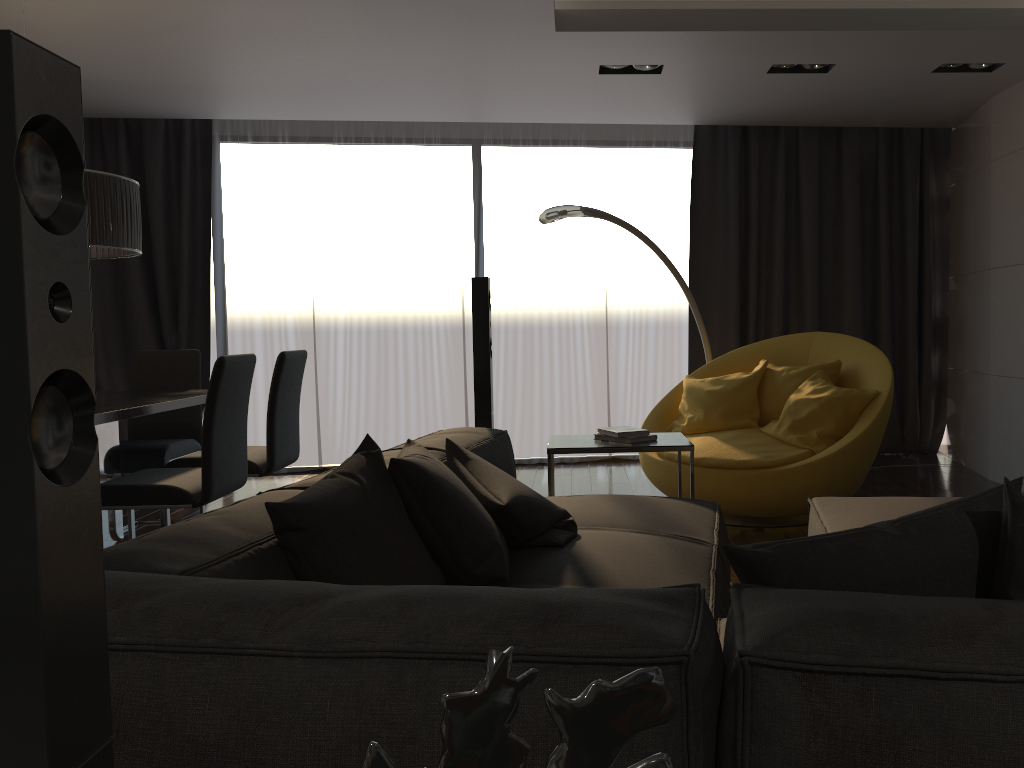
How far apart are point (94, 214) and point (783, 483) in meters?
3.3 m

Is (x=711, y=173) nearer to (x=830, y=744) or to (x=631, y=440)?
(x=631, y=440)

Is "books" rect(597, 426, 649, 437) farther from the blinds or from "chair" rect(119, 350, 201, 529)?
the blinds

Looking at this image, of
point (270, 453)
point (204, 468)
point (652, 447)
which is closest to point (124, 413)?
point (204, 468)

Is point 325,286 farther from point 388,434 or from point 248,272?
point 388,434

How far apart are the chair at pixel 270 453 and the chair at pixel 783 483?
1.9m

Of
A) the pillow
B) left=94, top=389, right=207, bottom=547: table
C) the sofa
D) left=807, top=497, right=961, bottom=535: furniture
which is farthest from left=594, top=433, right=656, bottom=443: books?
left=94, top=389, right=207, bottom=547: table

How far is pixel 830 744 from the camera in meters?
0.9 m

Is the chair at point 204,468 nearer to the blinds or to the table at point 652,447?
the table at point 652,447

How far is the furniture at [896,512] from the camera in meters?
2.8
